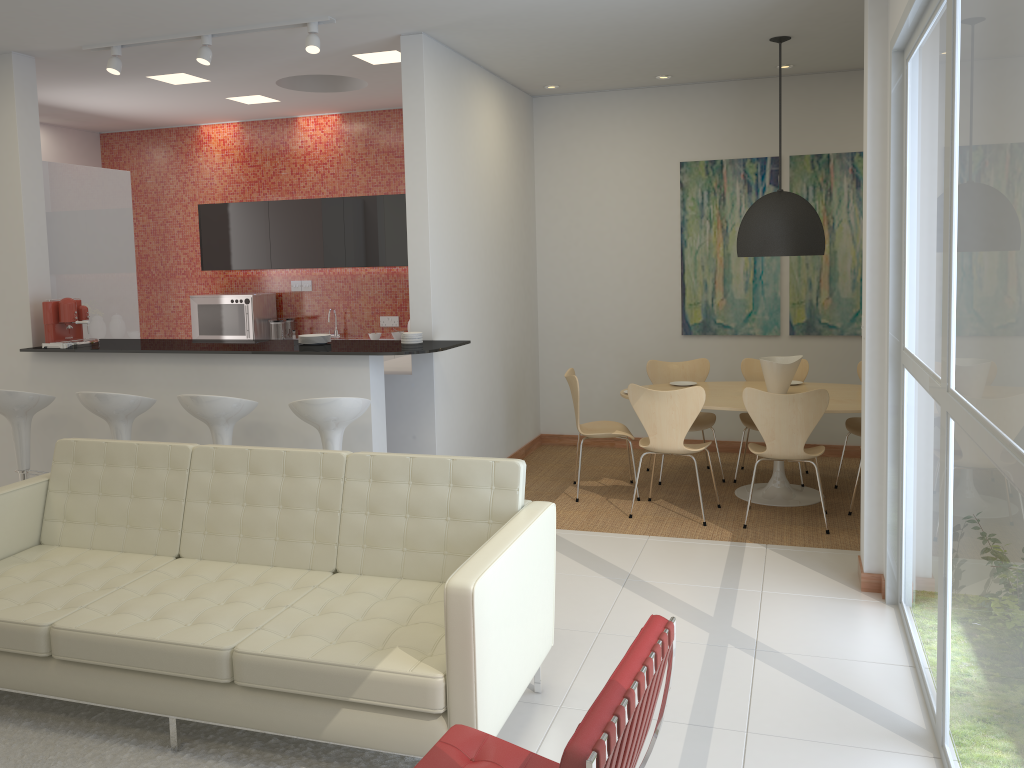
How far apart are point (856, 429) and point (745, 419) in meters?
0.8 m

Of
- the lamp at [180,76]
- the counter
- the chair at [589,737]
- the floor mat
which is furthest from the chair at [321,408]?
the lamp at [180,76]

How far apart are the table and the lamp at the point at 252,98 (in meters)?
4.24

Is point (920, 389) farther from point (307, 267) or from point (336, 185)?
point (336, 185)

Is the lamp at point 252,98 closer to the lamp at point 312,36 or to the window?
the lamp at point 312,36

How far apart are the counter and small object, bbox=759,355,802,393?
2.2 meters

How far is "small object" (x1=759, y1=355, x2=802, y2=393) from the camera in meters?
6.2

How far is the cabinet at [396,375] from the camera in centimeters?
593cm

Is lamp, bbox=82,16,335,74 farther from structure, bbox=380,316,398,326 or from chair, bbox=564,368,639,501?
structure, bbox=380,316,398,326

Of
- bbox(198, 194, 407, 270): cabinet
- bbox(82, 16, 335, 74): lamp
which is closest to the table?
bbox(198, 194, 407, 270): cabinet
